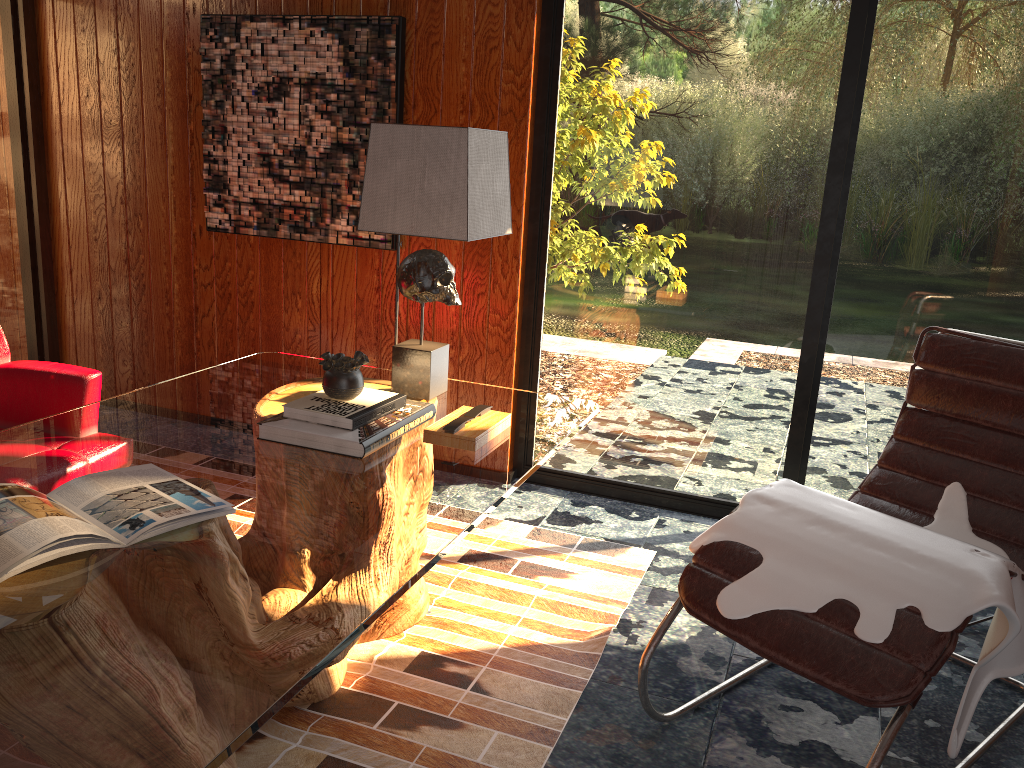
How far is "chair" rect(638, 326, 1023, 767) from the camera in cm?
171

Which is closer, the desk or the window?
the desk

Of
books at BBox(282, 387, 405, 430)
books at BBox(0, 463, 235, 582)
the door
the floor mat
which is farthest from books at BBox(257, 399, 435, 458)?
the door

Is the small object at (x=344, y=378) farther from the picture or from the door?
the door

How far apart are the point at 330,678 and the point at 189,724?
1.15m

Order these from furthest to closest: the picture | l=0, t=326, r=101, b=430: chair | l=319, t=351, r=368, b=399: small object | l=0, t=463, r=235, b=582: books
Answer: the picture < l=0, t=326, r=101, b=430: chair < l=319, t=351, r=368, b=399: small object < l=0, t=463, r=235, b=582: books

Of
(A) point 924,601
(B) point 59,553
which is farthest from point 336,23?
(A) point 924,601

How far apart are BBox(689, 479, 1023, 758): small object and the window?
0.7 meters

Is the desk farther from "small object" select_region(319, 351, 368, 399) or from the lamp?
"small object" select_region(319, 351, 368, 399)

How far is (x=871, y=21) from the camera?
2.9m
